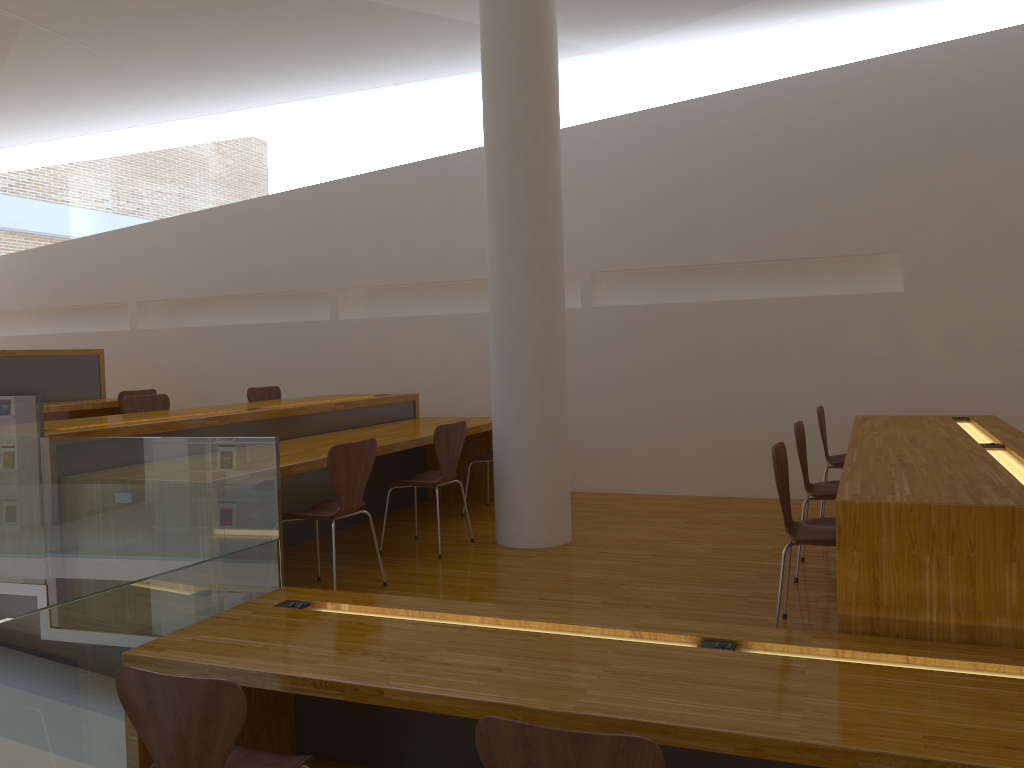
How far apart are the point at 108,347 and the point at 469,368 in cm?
375

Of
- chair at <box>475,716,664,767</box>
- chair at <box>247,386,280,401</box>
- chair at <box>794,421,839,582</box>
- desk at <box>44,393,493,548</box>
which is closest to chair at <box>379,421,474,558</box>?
desk at <box>44,393,493,548</box>

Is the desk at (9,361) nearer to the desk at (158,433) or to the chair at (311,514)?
the desk at (158,433)

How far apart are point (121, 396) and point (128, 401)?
1.4 meters

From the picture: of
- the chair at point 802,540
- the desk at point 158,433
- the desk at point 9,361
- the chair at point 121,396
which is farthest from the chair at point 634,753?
the chair at point 121,396

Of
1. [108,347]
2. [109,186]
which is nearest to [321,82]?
[109,186]

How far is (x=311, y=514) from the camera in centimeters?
376cm

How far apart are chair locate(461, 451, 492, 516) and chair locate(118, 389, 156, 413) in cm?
287

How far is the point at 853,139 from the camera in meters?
5.8 m

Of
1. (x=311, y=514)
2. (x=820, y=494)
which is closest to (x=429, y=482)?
(x=311, y=514)
